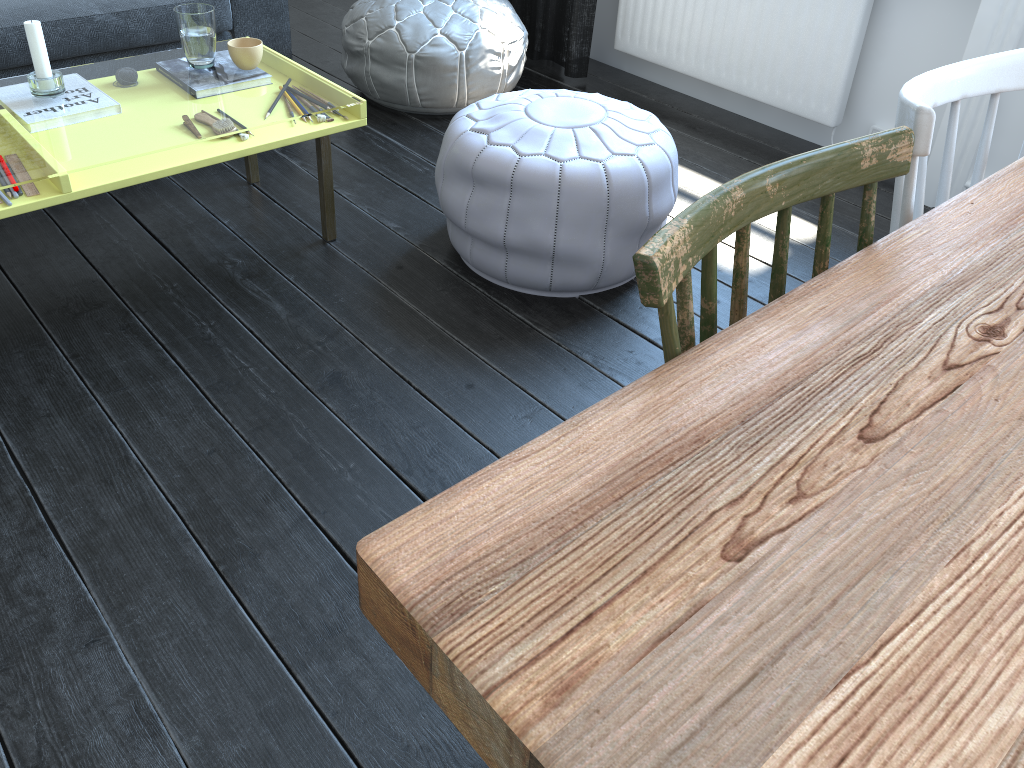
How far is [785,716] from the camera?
0.5 meters

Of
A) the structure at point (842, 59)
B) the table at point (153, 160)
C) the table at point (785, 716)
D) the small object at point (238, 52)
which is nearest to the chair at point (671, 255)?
the table at point (785, 716)

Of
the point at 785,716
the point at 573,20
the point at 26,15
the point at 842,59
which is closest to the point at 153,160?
the point at 26,15

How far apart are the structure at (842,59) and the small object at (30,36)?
2.1m

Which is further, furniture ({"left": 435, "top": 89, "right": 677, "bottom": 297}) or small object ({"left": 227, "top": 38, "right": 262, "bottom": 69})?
small object ({"left": 227, "top": 38, "right": 262, "bottom": 69})

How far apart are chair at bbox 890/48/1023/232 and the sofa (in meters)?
2.43

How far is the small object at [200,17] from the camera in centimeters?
210cm

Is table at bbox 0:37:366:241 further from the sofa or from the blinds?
the blinds

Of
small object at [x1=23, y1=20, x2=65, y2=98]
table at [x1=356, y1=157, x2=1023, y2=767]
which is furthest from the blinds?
table at [x1=356, y1=157, x2=1023, y2=767]

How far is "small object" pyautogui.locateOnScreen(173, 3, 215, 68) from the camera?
2.1m
